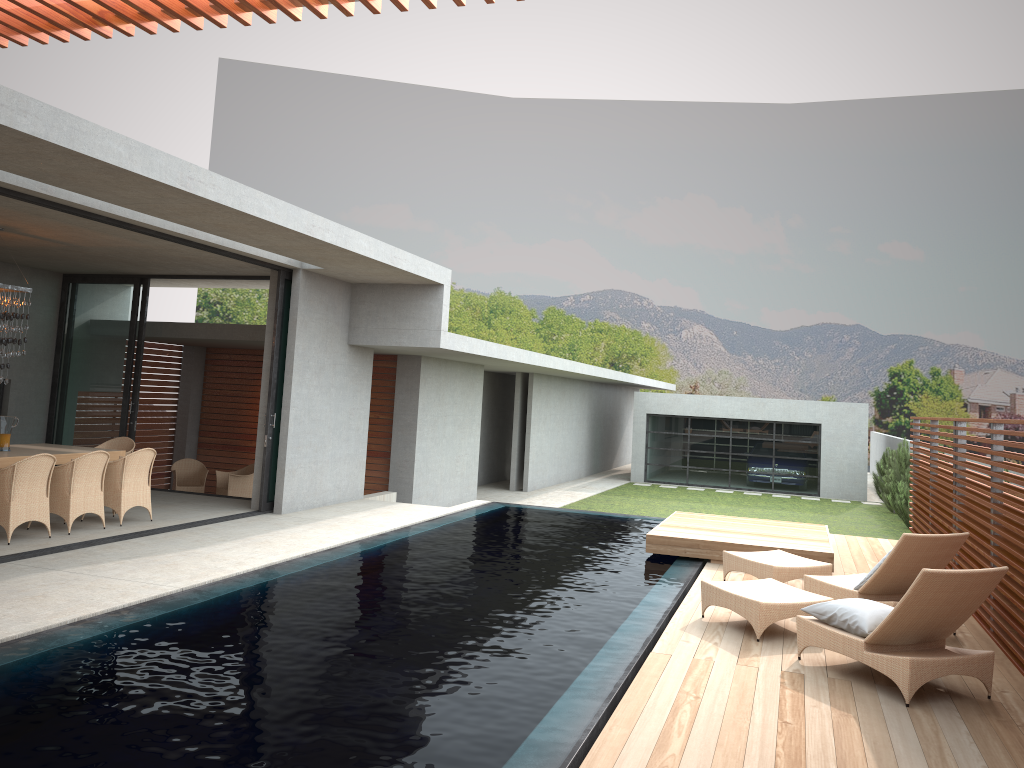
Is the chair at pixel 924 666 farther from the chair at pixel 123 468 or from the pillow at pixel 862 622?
the chair at pixel 123 468

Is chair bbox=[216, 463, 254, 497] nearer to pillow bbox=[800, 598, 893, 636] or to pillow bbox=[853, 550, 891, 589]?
pillow bbox=[853, 550, 891, 589]

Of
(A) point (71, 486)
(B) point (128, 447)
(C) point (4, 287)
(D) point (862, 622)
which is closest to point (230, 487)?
(B) point (128, 447)

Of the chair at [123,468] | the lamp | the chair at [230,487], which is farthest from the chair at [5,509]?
the chair at [230,487]

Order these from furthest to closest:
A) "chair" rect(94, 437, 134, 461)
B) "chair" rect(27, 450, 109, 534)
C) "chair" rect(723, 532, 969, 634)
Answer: "chair" rect(94, 437, 134, 461) → "chair" rect(27, 450, 109, 534) → "chair" rect(723, 532, 969, 634)

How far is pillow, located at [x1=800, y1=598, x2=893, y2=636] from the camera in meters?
5.8 m

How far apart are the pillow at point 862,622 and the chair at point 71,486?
7.4m

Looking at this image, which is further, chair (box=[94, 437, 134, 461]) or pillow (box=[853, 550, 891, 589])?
chair (box=[94, 437, 134, 461])

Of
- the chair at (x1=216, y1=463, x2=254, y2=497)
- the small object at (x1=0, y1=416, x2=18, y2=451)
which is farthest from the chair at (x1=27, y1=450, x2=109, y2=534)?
the small object at (x1=0, y1=416, x2=18, y2=451)

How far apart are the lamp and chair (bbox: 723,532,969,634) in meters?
8.1 m
